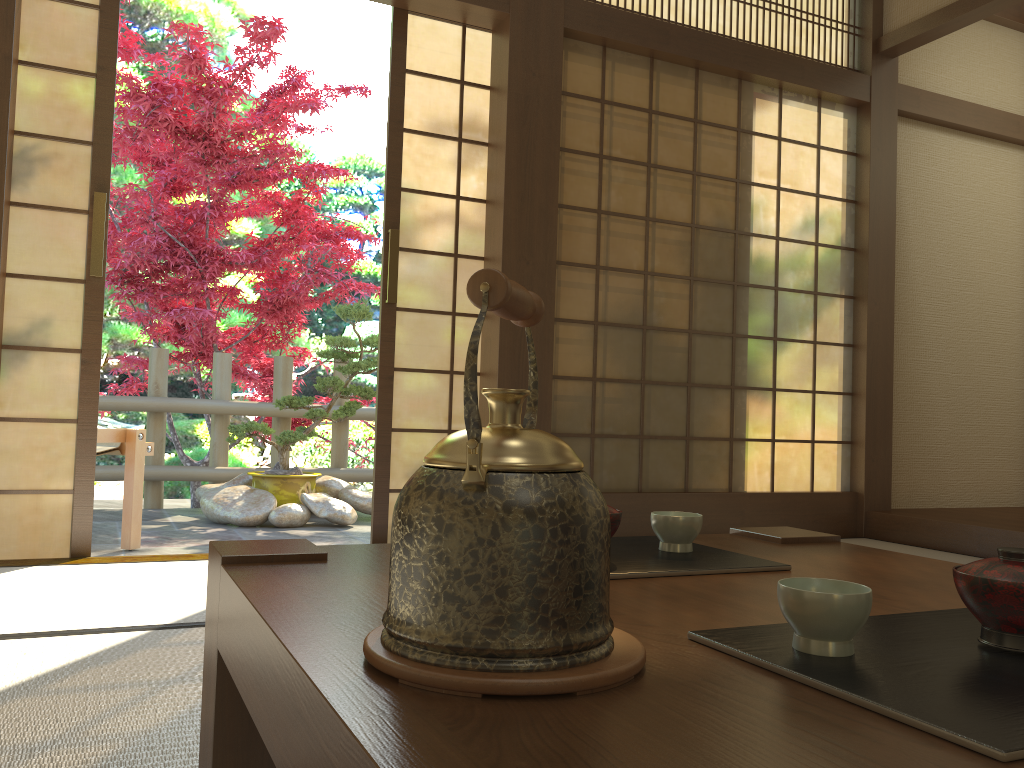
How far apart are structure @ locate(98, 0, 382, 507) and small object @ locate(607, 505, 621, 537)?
4.6 meters

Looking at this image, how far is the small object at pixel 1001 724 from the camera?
0.55m

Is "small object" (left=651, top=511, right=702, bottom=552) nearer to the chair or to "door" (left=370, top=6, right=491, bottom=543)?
"door" (left=370, top=6, right=491, bottom=543)

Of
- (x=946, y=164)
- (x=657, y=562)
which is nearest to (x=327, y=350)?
(x=946, y=164)

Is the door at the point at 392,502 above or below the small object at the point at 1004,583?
above

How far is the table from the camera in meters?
0.5 m

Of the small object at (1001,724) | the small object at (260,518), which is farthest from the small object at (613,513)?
the small object at (260,518)

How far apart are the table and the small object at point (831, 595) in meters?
0.1 m

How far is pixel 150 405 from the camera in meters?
5.5

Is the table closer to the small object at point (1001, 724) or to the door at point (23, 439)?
the small object at point (1001, 724)
